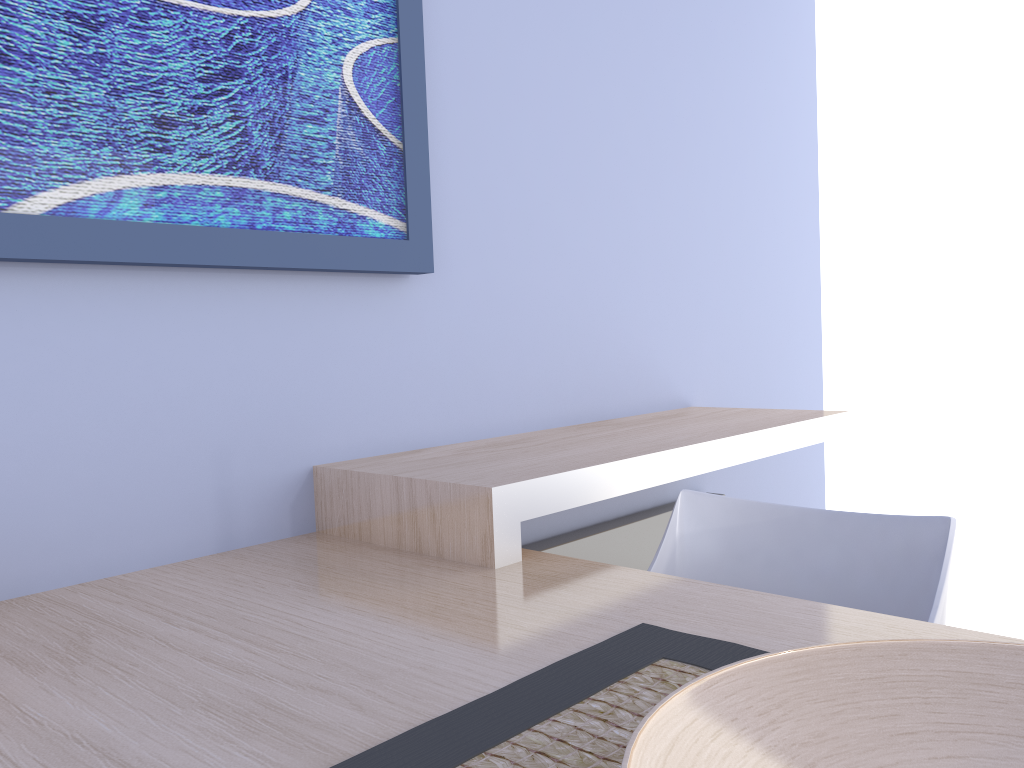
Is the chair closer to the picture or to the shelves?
the shelves

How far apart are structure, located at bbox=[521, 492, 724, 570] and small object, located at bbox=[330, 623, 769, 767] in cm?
97

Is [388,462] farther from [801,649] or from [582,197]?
[801,649]

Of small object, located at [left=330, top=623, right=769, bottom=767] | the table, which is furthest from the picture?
small object, located at [left=330, top=623, right=769, bottom=767]

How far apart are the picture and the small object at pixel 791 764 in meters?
1.0

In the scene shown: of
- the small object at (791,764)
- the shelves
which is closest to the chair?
the shelves

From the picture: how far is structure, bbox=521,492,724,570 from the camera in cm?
206

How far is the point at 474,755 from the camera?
0.7 meters

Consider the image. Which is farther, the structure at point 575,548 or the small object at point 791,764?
the structure at point 575,548

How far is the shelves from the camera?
1.3m
